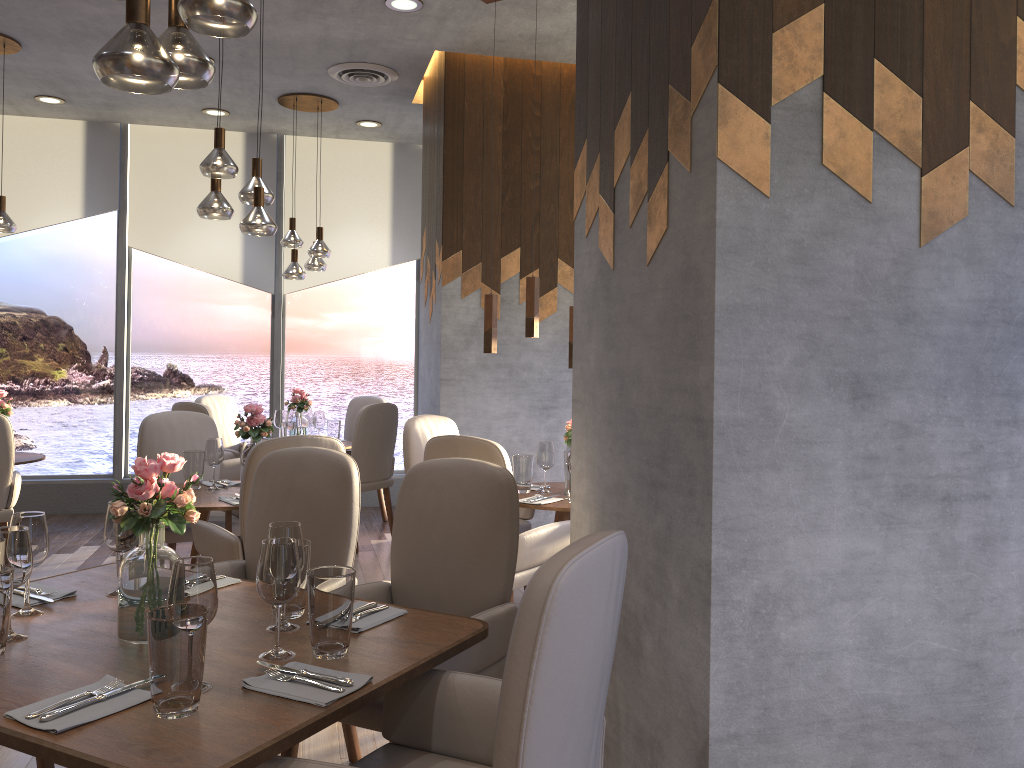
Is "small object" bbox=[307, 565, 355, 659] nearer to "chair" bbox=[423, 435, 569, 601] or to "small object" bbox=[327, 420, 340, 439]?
"chair" bbox=[423, 435, 569, 601]

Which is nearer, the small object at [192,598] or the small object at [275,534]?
the small object at [192,598]

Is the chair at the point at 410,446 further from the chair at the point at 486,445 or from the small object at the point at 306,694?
the small object at the point at 306,694

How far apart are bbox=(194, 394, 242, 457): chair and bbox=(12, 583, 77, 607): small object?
4.2m

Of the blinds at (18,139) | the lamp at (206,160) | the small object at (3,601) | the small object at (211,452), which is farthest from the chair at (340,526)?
the blinds at (18,139)

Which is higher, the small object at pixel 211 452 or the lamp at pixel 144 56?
the lamp at pixel 144 56

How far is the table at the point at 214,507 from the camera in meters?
3.8

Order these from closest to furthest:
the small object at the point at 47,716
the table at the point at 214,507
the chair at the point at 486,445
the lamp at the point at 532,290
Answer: the small object at the point at 47,716
the chair at the point at 486,445
the table at the point at 214,507
the lamp at the point at 532,290

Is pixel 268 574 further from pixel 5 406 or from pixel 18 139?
pixel 18 139

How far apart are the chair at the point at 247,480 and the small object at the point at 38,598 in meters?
1.0 m
